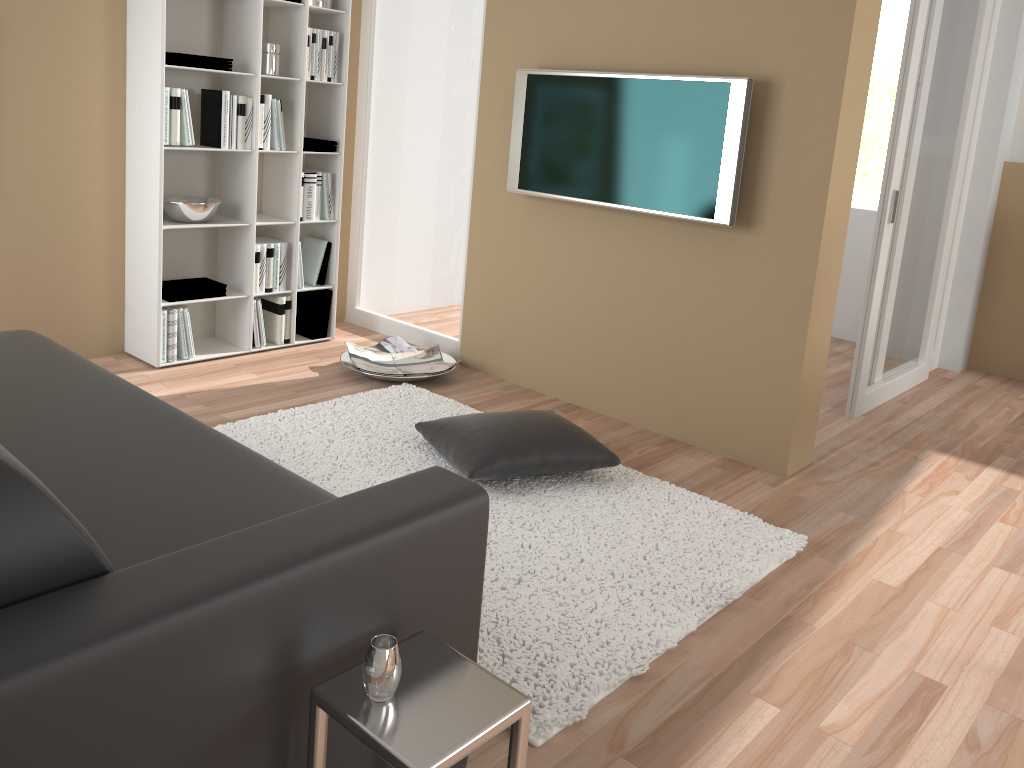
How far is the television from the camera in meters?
3.4

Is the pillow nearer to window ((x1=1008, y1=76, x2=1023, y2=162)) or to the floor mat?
the floor mat

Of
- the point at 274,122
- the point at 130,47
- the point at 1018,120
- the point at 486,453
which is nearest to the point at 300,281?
the point at 274,122

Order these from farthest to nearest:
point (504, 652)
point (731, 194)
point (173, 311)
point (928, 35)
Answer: point (173, 311)
point (928, 35)
point (731, 194)
point (504, 652)

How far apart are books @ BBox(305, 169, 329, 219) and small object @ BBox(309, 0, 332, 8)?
0.9m

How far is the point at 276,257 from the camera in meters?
4.5

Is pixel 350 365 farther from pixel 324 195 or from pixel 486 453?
pixel 486 453

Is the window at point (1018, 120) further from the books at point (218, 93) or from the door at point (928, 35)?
the books at point (218, 93)

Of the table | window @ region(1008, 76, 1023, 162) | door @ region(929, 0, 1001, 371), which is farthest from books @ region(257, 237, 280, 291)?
window @ region(1008, 76, 1023, 162)

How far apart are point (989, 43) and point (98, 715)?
5.5m
